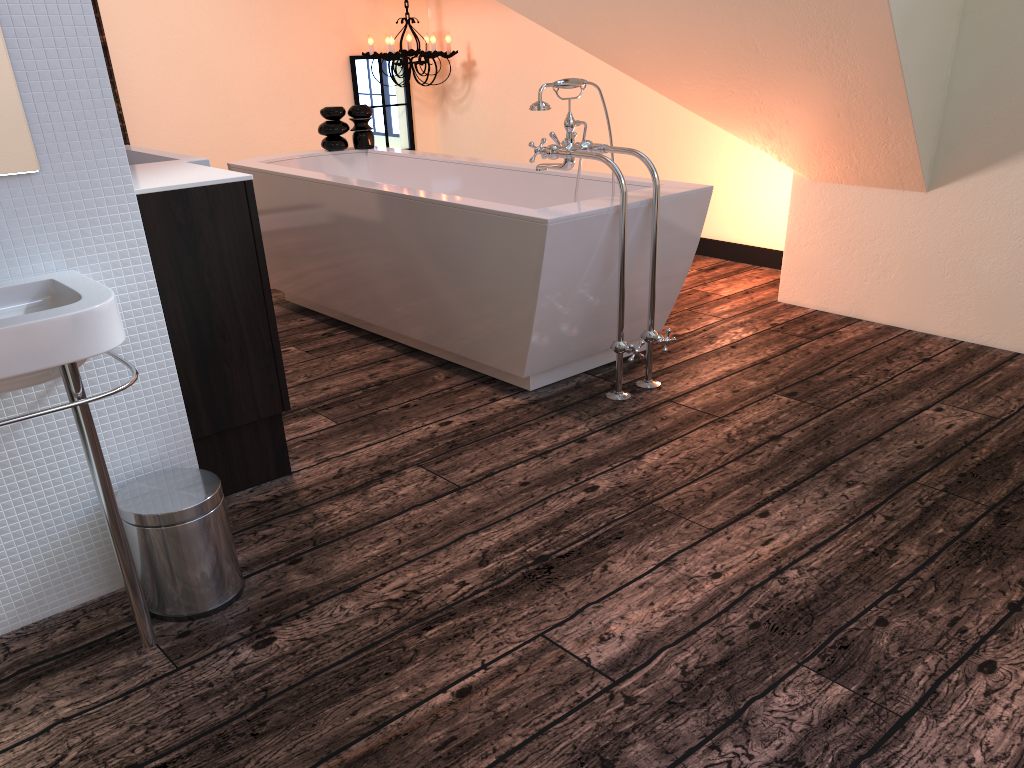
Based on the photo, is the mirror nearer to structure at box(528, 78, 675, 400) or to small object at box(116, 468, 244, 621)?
small object at box(116, 468, 244, 621)

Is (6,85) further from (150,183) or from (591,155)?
(591,155)

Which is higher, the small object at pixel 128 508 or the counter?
the counter

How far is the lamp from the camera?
5.47m

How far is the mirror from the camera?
1.6 meters

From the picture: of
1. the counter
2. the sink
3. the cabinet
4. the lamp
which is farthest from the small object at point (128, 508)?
the lamp

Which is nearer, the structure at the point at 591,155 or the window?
the structure at the point at 591,155

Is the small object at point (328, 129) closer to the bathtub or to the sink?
the bathtub

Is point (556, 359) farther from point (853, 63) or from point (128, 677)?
point (128, 677)

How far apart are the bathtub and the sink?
1.34m
